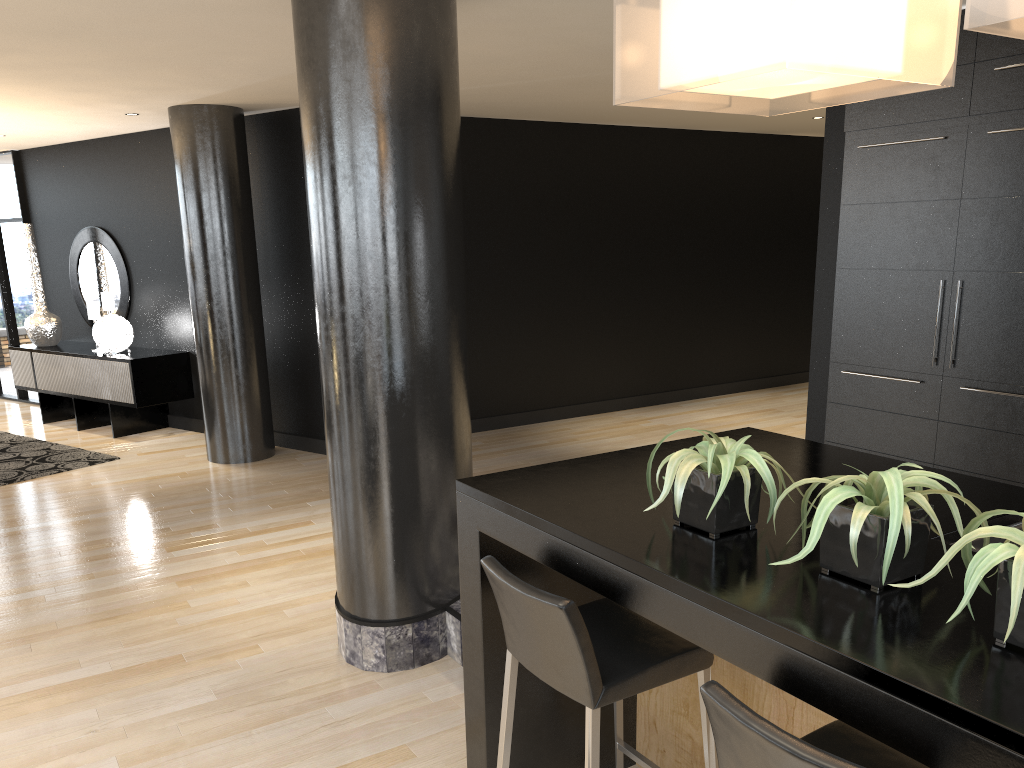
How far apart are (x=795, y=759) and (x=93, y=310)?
8.6m

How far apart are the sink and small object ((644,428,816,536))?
0.5m

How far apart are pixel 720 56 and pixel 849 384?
3.5 meters

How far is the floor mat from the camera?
7.0 meters

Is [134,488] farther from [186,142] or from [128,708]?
[128,708]

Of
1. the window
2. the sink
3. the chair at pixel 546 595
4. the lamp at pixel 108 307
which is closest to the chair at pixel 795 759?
the chair at pixel 546 595

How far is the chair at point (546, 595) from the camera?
2.0m

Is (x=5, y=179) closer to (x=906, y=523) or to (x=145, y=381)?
(x=145, y=381)

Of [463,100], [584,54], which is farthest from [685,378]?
[584,54]

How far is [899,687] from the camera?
1.3 meters
